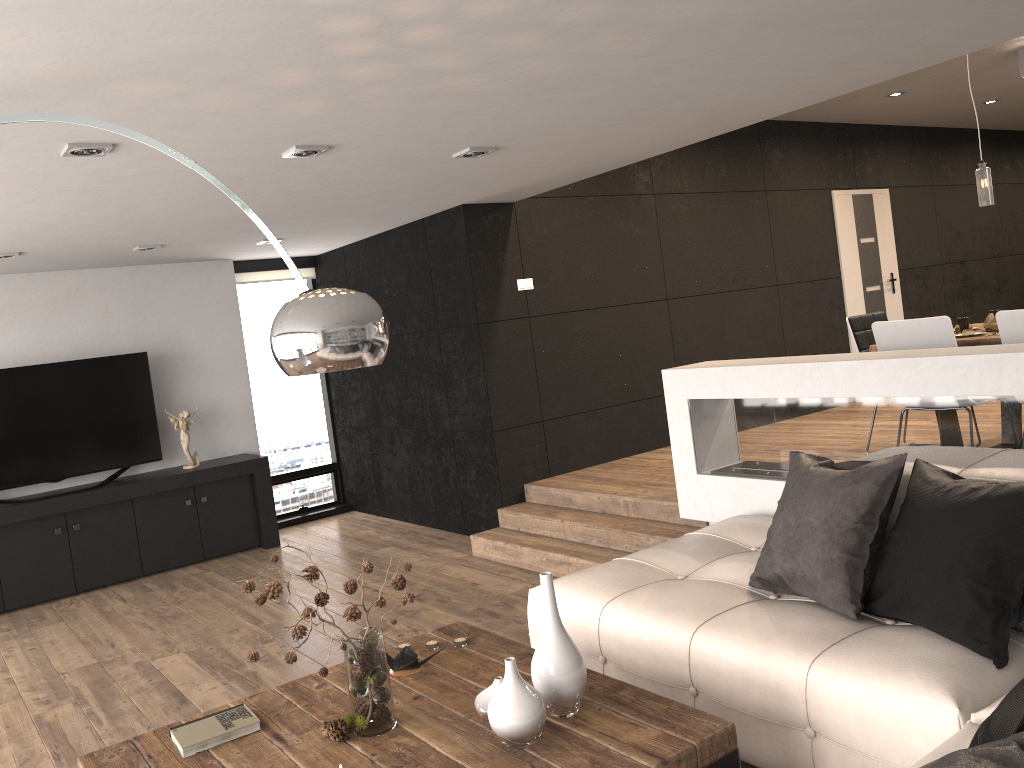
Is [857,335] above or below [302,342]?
below

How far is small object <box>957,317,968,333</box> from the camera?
5.2 meters

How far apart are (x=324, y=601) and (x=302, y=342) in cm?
72

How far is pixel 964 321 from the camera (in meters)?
5.19

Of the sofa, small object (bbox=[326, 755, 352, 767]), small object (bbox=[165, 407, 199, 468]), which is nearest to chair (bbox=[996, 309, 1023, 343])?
the sofa

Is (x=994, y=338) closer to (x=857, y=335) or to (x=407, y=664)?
(x=857, y=335)

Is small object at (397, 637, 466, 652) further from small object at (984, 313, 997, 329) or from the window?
the window

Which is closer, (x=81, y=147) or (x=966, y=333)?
(x=81, y=147)

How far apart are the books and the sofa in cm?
128

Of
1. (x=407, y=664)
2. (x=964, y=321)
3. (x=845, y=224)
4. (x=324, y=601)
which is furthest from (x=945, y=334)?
(x=845, y=224)
